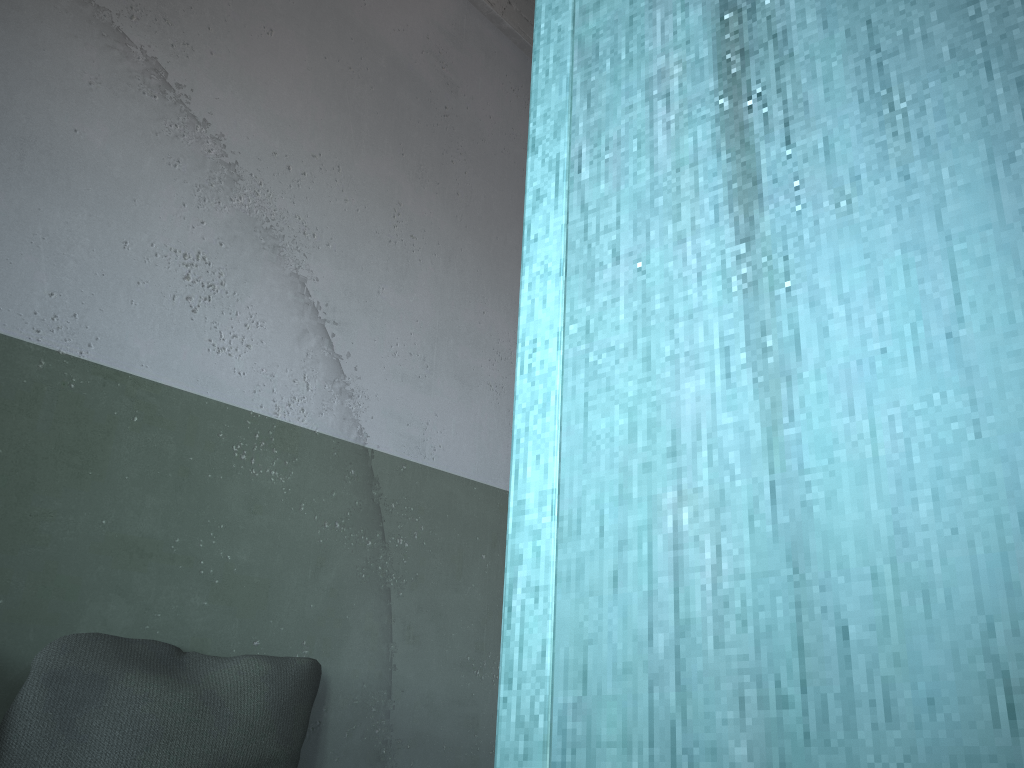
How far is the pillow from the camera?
1.8m

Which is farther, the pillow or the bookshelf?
the pillow

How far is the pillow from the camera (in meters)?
1.78

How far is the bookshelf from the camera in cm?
26

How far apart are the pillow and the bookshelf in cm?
174

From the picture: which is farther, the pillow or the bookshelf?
the pillow

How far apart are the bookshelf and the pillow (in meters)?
1.74

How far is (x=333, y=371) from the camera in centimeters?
272cm
